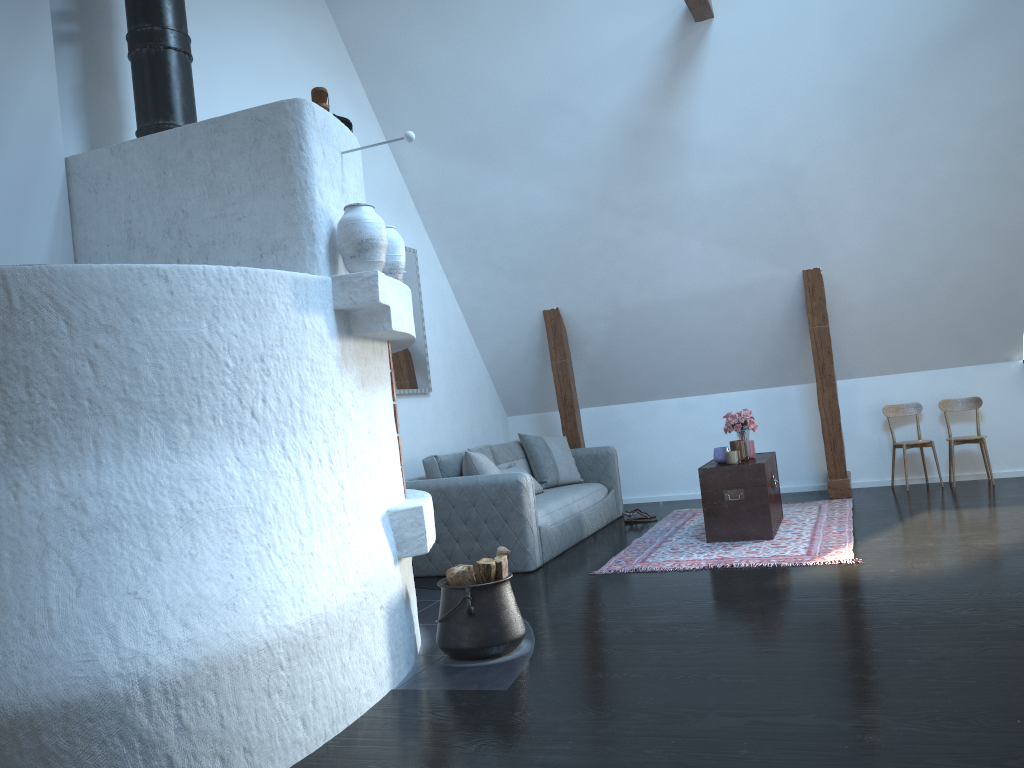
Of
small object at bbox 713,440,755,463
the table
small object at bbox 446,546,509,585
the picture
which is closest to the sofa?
the picture

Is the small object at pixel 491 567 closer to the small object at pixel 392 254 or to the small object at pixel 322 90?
the small object at pixel 392 254

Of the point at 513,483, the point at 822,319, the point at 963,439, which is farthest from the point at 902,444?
the point at 513,483

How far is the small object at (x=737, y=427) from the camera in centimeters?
630cm

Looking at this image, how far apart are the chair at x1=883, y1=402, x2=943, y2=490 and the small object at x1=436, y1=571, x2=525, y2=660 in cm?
474

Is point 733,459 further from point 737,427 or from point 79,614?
point 79,614

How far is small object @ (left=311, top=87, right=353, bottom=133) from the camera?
3.6 meters

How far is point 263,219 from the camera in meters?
3.5 m

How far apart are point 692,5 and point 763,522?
3.4 meters

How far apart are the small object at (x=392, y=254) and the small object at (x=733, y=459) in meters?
3.0
